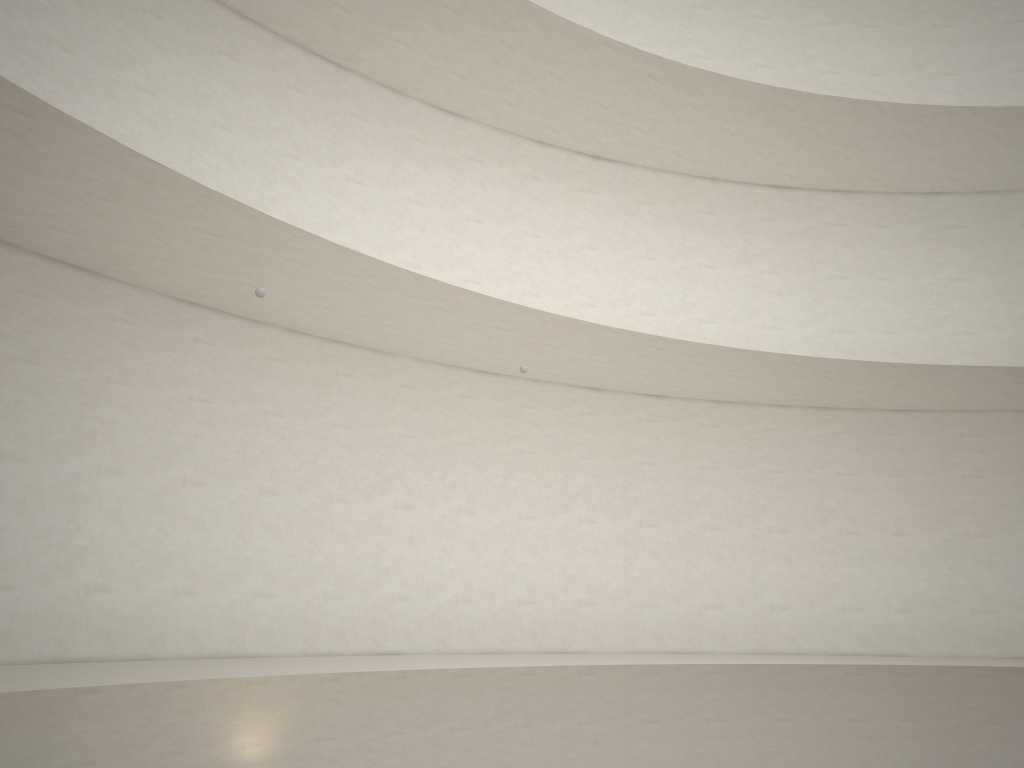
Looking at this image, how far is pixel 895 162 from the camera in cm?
1528
